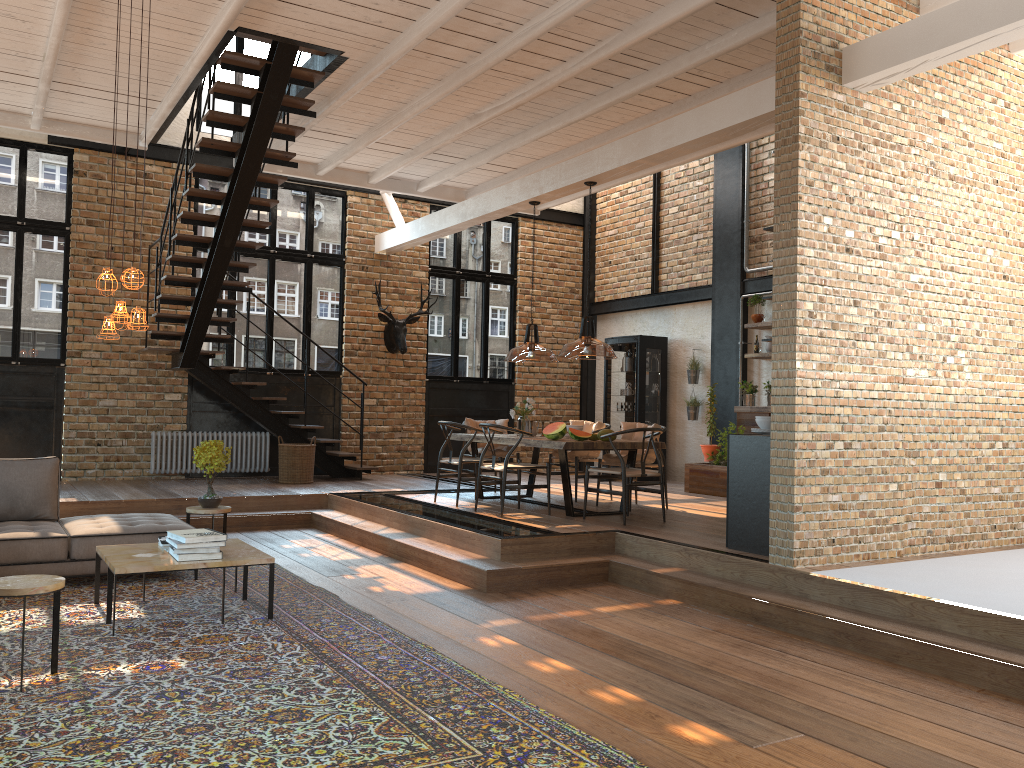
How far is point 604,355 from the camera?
4.60m

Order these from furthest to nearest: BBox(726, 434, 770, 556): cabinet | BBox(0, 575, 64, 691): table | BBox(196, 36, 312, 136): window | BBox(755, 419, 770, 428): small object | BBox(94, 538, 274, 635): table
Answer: BBox(196, 36, 312, 136): window < BBox(755, 419, 770, 428): small object < BBox(726, 434, 770, 556): cabinet < BBox(94, 538, 274, 635): table < BBox(0, 575, 64, 691): table

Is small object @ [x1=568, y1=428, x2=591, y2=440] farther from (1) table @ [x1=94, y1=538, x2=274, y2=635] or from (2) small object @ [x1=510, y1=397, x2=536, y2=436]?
(1) table @ [x1=94, y1=538, x2=274, y2=635]

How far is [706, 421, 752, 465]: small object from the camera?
10.86m

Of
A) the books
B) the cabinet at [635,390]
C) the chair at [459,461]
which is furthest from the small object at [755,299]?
the books

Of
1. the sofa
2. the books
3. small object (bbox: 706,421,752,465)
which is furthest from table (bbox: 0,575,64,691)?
small object (bbox: 706,421,752,465)

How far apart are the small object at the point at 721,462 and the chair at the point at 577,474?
2.1 meters

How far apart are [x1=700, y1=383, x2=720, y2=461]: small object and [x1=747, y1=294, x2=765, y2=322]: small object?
1.3m

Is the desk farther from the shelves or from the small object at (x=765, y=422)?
the small object at (x=765, y=422)

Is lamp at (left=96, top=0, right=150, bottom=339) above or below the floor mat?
above
